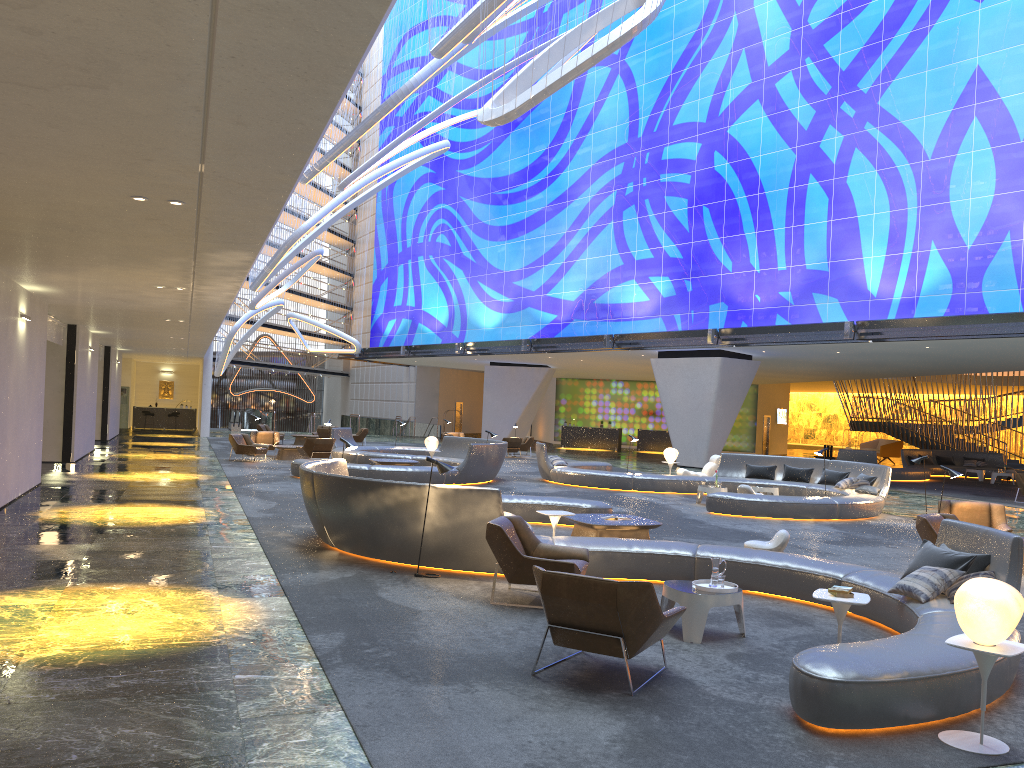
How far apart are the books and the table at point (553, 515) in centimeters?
457cm

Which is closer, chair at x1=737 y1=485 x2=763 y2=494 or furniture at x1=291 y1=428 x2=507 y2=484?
chair at x1=737 y1=485 x2=763 y2=494

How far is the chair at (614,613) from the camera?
5.8 meters

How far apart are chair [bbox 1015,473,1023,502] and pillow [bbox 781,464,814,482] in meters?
6.6

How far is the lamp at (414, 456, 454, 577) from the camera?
9.47m

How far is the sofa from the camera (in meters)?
41.93

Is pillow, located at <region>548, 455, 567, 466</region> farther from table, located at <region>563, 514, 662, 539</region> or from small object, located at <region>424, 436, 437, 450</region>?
table, located at <region>563, 514, 662, 539</region>

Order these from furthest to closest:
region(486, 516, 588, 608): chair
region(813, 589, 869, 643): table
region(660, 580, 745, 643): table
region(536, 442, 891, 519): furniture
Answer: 1. region(536, 442, 891, 519): furniture
2. region(486, 516, 588, 608): chair
3. region(660, 580, 745, 643): table
4. region(813, 589, 869, 643): table

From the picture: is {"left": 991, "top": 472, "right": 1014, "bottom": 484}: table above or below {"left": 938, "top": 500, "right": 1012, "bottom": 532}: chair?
below

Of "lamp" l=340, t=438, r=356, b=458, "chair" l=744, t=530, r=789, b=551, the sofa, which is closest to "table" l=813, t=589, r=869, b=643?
"chair" l=744, t=530, r=789, b=551
